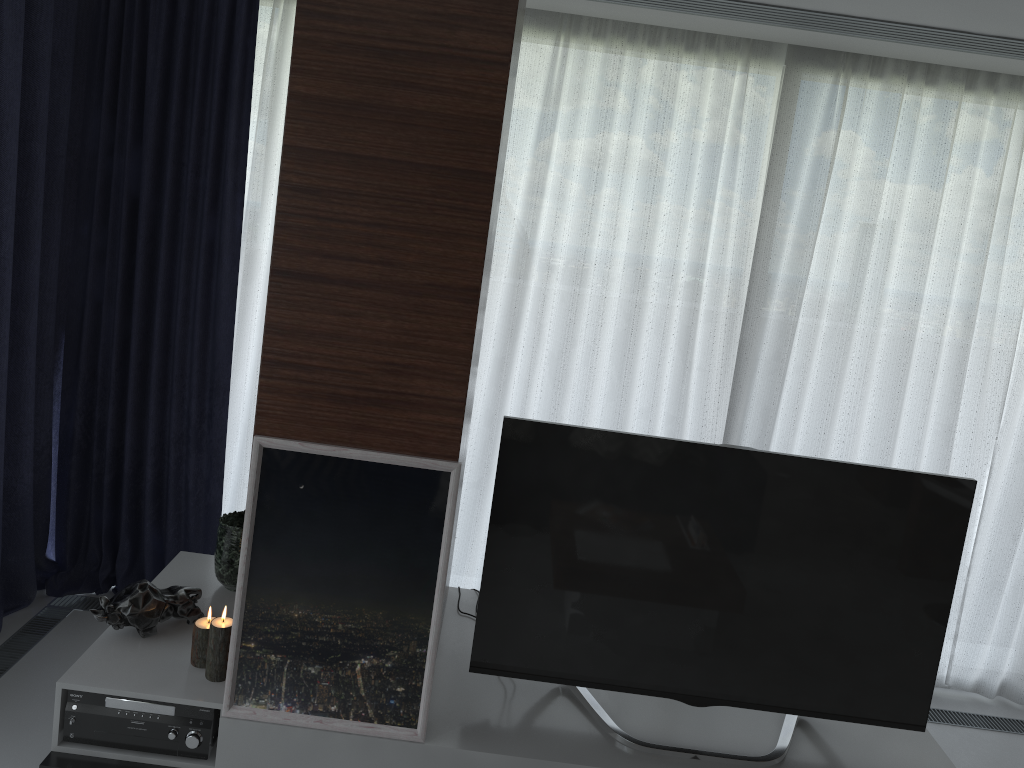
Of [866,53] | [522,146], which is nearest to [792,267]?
[866,53]

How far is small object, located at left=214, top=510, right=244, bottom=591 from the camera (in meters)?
2.77

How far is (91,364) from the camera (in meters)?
3.57

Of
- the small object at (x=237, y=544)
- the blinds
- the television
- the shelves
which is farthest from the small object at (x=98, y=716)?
the blinds

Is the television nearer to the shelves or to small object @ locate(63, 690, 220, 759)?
the shelves

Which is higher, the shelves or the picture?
the picture

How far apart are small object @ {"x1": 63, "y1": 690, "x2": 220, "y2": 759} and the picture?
0.1 meters

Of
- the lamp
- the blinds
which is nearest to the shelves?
the lamp

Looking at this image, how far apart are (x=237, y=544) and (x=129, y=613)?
0.4m

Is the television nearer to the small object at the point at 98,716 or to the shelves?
the shelves
